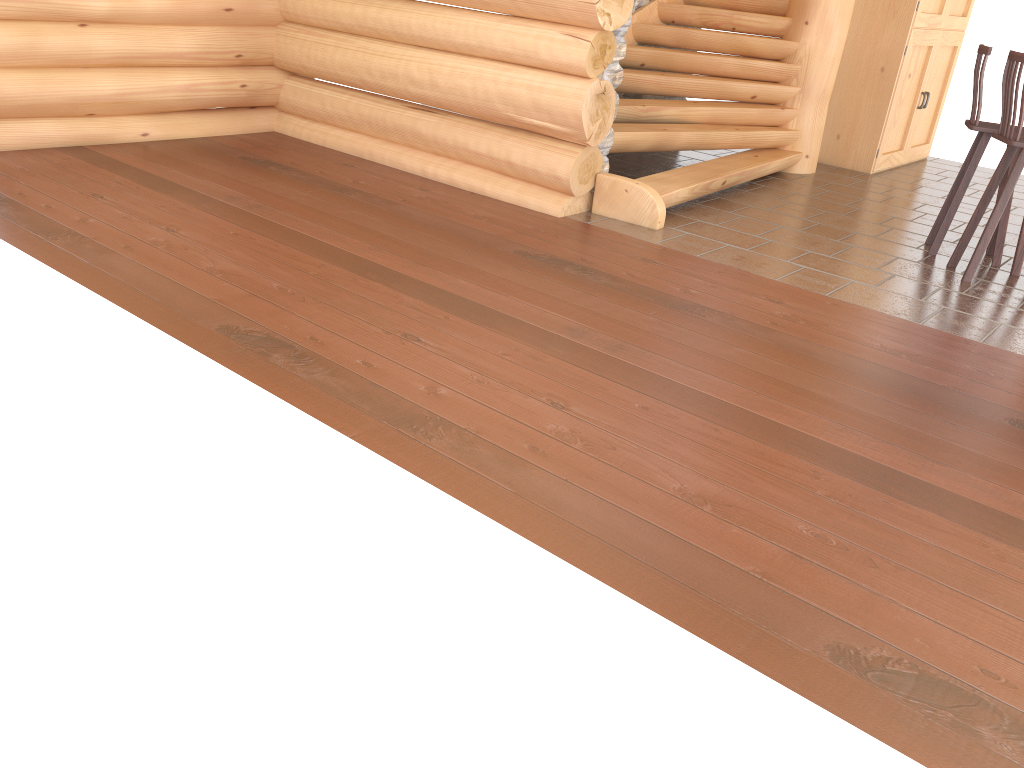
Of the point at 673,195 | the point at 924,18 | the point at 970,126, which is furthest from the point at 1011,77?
the point at 924,18

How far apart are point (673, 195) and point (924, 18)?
4.0m

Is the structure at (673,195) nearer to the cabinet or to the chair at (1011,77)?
the cabinet

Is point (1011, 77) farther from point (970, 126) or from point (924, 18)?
point (924, 18)

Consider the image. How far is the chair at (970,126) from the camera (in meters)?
5.62

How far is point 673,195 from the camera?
6.1m

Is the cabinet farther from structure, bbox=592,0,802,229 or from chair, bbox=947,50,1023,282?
chair, bbox=947,50,1023,282

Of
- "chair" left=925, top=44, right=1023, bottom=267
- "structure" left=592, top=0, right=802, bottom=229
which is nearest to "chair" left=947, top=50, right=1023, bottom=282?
"chair" left=925, top=44, right=1023, bottom=267

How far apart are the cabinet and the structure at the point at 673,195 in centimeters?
81cm

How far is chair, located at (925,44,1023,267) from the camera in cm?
562
